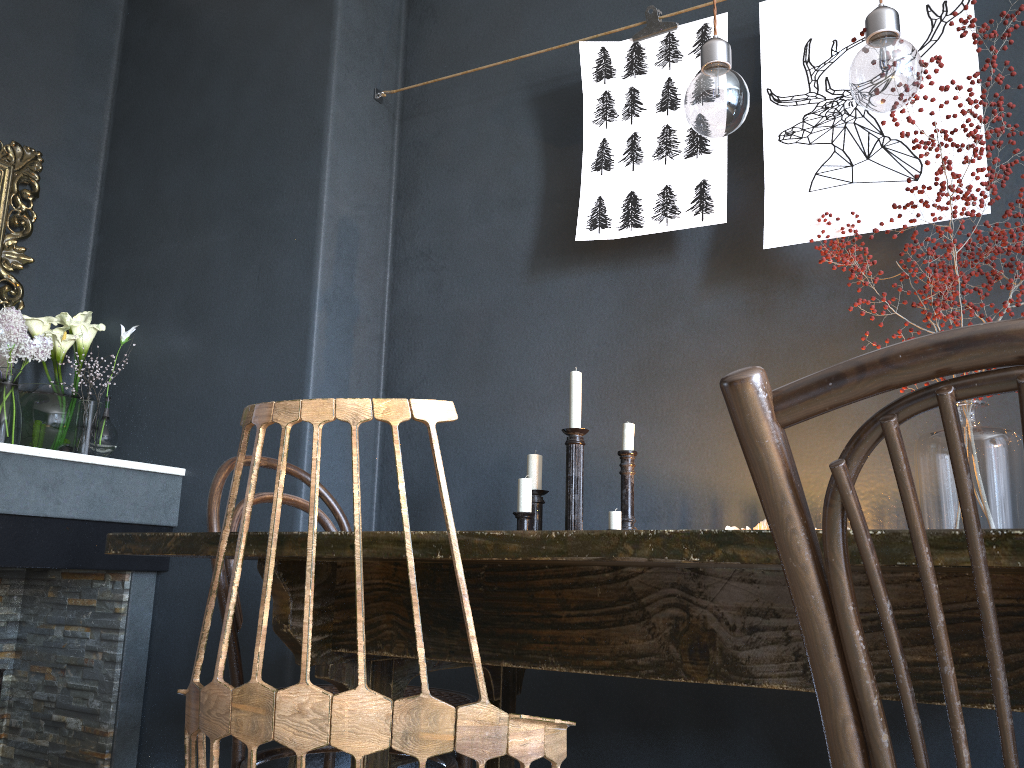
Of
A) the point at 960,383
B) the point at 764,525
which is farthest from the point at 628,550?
the point at 764,525

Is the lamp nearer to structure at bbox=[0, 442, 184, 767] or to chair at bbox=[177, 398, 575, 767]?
chair at bbox=[177, 398, 575, 767]

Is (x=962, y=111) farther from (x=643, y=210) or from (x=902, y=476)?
(x=902, y=476)

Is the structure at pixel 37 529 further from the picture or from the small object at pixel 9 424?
the picture

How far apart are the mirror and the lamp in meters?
2.3

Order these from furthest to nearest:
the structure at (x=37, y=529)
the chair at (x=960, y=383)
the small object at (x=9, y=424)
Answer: the small object at (x=9, y=424)
the structure at (x=37, y=529)
the chair at (x=960, y=383)

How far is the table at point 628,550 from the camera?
0.8m

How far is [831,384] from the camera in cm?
52

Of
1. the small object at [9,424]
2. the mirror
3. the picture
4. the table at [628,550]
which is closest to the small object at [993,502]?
the picture

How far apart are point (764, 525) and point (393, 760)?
1.0 meters
